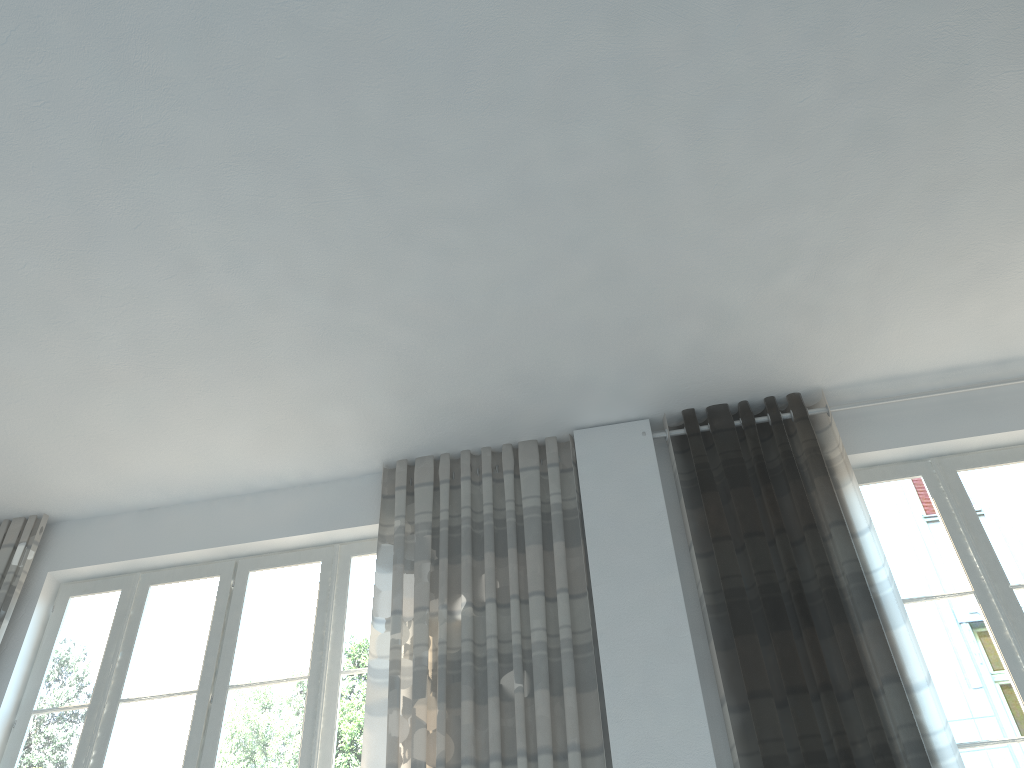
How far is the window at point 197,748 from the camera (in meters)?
3.87

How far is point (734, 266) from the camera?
3.7m

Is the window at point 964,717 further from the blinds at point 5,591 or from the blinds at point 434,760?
the blinds at point 5,591

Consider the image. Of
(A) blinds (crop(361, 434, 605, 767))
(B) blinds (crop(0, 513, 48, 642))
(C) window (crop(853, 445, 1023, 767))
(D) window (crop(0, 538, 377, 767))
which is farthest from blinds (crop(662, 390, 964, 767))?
(B) blinds (crop(0, 513, 48, 642))

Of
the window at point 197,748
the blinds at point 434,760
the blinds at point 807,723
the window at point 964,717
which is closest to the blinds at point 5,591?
the window at point 197,748

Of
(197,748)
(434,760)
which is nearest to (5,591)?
(197,748)

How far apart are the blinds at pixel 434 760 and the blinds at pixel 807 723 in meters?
0.5 m

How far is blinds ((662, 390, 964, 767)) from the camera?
3.24m

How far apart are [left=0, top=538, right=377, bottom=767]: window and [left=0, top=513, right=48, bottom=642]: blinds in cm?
21

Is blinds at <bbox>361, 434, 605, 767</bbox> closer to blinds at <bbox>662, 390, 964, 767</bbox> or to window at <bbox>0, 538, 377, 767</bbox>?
window at <bbox>0, 538, 377, 767</bbox>
